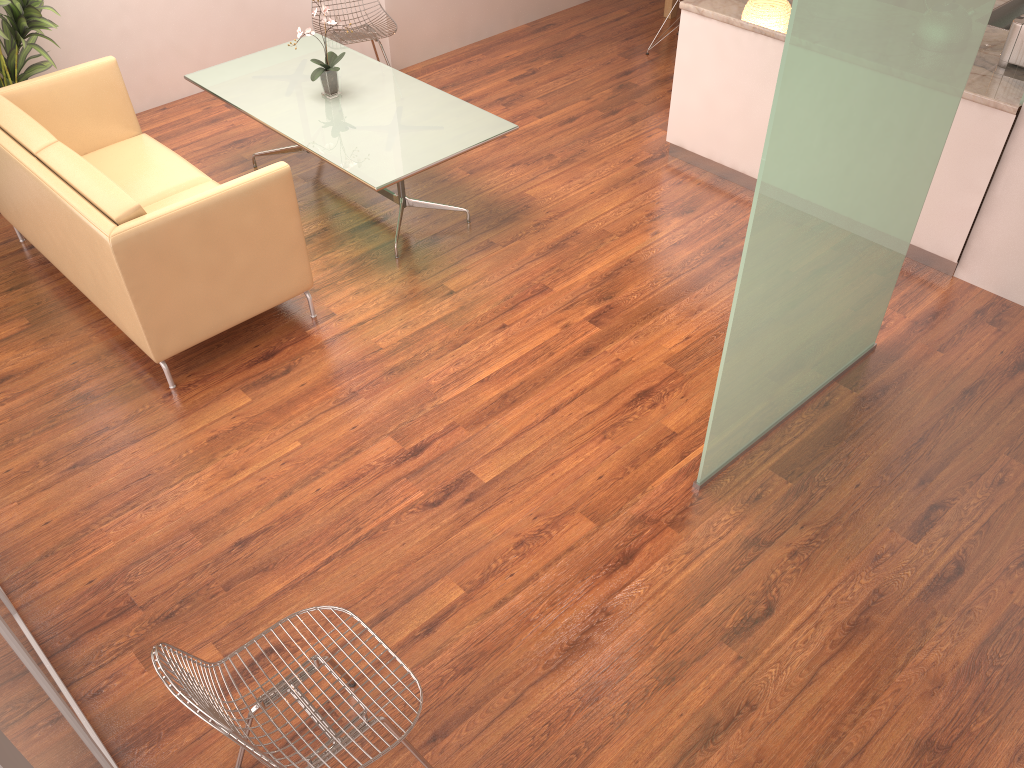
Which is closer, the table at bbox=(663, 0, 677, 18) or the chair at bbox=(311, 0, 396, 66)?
the chair at bbox=(311, 0, 396, 66)

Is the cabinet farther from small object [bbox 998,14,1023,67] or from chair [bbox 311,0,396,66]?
chair [bbox 311,0,396,66]

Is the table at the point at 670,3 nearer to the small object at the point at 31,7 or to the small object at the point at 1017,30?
the small object at the point at 1017,30

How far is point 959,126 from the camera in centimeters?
427cm

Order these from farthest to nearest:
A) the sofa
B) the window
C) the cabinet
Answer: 1. the cabinet
2. the sofa
3. the window

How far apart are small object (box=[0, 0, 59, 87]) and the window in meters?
3.3 m

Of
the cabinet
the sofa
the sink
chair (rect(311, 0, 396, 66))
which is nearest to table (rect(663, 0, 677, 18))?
the cabinet

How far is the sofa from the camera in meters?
3.7 m

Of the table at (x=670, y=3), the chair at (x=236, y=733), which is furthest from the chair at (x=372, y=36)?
the chair at (x=236, y=733)

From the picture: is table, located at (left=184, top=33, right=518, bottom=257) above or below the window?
below
